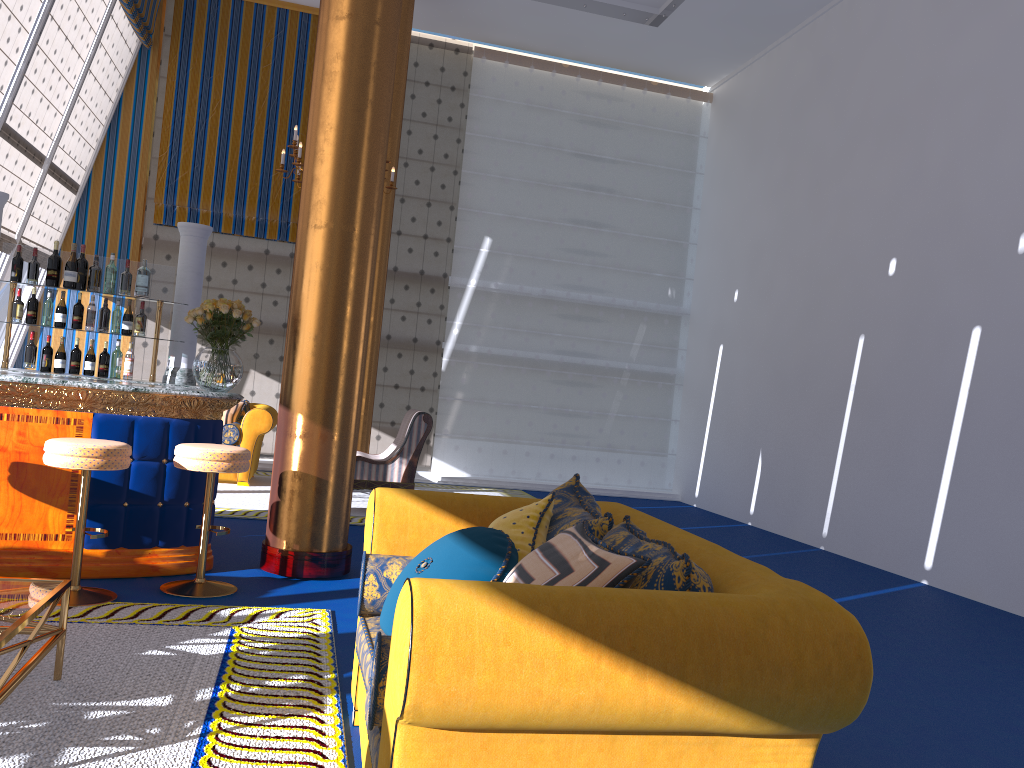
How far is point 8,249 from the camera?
5.8m

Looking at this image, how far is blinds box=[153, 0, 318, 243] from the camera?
11.0 meters

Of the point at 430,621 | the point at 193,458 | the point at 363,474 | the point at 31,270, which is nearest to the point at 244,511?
the point at 363,474

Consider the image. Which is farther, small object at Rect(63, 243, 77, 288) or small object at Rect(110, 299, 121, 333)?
small object at Rect(110, 299, 121, 333)

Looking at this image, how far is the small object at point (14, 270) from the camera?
5.76m

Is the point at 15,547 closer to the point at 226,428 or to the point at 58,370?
the point at 58,370

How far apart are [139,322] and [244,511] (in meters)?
2.21

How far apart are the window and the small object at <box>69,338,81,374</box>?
3.4m

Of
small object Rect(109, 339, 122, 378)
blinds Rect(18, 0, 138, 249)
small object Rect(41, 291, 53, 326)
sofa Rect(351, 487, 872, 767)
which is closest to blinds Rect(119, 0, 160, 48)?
blinds Rect(18, 0, 138, 249)

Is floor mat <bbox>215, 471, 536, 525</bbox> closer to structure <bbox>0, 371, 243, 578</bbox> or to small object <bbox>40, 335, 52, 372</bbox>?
small object <bbox>40, 335, 52, 372</bbox>
